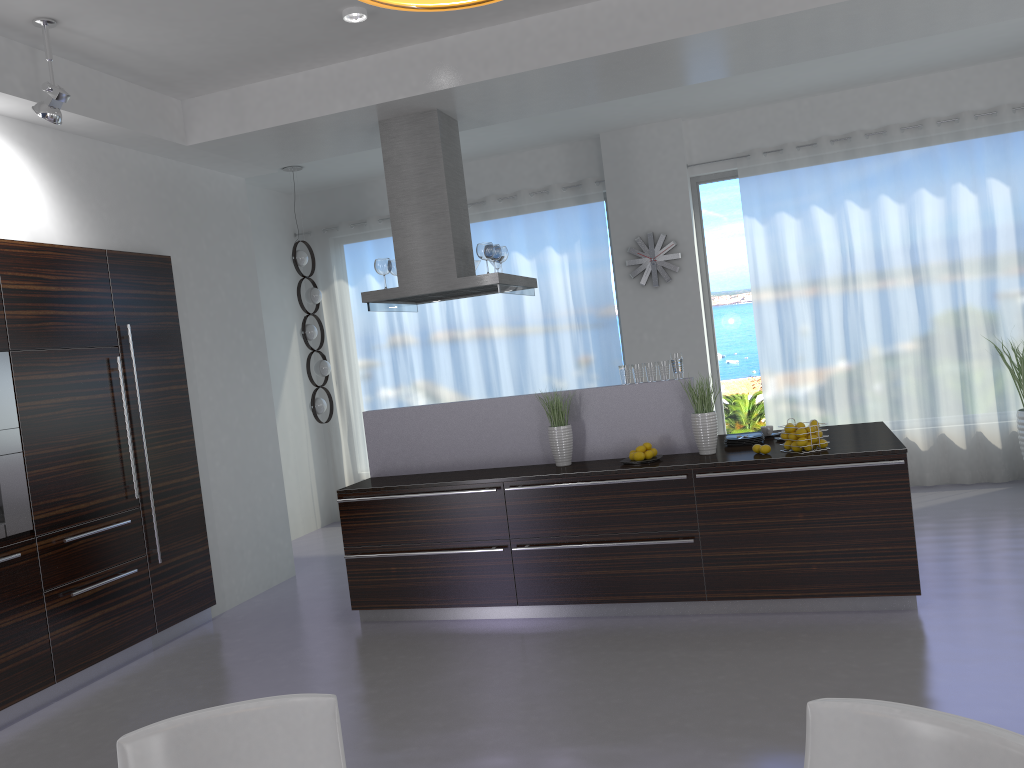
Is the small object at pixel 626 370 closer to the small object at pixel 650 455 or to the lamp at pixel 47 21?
the small object at pixel 650 455

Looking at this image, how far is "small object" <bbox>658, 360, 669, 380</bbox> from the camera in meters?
5.4

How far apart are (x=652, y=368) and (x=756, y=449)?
0.8 meters

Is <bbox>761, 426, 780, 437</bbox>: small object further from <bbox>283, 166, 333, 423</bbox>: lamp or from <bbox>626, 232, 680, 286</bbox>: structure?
<bbox>283, 166, 333, 423</bbox>: lamp

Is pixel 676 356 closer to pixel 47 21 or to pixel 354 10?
pixel 354 10

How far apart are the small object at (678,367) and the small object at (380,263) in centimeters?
207cm

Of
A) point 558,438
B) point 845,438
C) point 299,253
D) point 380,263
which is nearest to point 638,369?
point 558,438

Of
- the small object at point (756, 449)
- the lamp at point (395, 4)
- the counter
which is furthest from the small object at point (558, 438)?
the lamp at point (395, 4)

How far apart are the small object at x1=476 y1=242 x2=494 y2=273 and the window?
3.09m

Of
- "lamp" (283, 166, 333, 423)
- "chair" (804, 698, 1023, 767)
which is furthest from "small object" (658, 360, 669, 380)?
"lamp" (283, 166, 333, 423)
